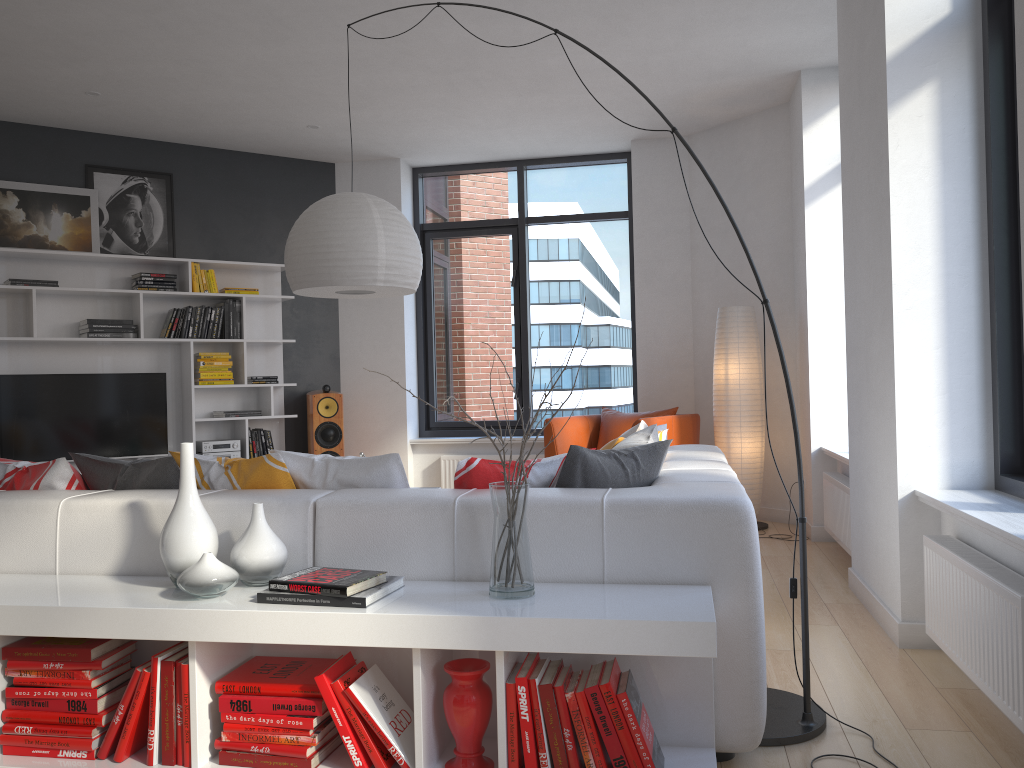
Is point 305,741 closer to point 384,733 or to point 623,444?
point 384,733

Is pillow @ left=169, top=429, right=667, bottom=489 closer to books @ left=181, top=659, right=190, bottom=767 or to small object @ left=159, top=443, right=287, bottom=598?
small object @ left=159, top=443, right=287, bottom=598

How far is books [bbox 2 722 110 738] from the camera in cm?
232

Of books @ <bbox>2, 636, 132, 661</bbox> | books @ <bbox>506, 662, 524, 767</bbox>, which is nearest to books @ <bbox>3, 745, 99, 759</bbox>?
books @ <bbox>2, 636, 132, 661</bbox>

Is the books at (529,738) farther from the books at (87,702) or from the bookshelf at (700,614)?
the books at (87,702)

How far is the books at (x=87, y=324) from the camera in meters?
6.3 m

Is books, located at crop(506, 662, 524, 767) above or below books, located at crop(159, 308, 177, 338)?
below

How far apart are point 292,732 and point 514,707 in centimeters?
58cm

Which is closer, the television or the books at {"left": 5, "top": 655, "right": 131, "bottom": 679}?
the books at {"left": 5, "top": 655, "right": 131, "bottom": 679}

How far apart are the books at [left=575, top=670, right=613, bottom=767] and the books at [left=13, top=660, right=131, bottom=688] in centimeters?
129cm
